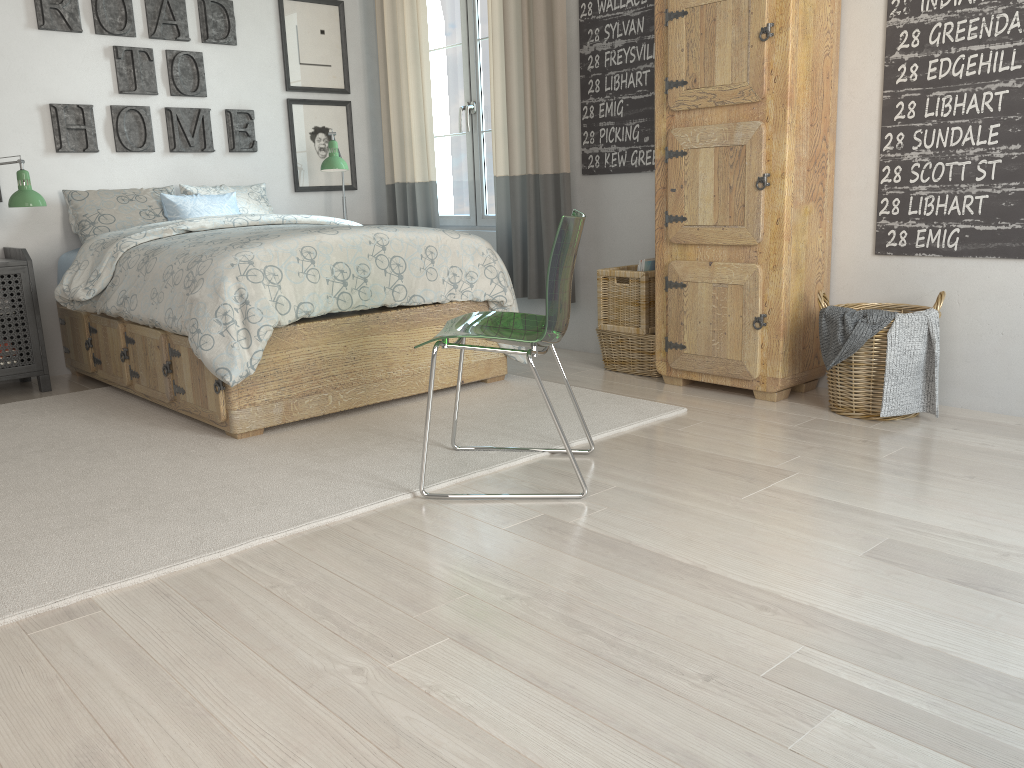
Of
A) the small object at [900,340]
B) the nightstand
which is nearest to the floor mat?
the nightstand

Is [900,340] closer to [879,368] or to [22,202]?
[879,368]

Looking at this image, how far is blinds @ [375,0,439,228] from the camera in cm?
486

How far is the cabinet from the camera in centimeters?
312cm

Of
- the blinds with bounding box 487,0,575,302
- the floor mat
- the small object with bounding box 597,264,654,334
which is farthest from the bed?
the blinds with bounding box 487,0,575,302

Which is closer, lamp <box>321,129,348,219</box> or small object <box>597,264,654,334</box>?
small object <box>597,264,654,334</box>

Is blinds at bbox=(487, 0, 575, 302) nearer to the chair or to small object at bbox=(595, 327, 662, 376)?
small object at bbox=(595, 327, 662, 376)

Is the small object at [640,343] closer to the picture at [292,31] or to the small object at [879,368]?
the small object at [879,368]

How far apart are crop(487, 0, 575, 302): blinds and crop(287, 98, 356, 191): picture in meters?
1.2 m

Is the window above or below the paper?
above
